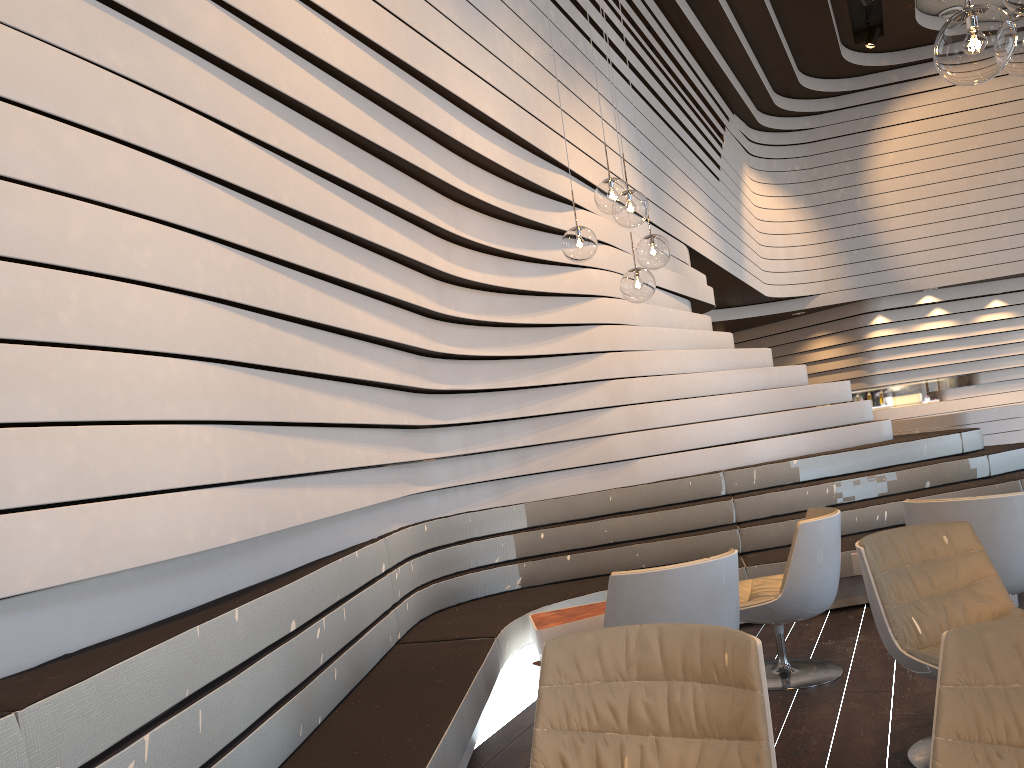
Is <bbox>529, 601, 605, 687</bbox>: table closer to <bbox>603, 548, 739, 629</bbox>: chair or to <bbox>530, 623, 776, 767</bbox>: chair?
<bbox>603, 548, 739, 629</bbox>: chair

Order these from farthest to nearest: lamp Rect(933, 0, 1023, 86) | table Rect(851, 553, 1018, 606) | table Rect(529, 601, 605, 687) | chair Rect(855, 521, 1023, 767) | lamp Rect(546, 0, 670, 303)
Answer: table Rect(851, 553, 1018, 606) → table Rect(529, 601, 605, 687) → lamp Rect(546, 0, 670, 303) → chair Rect(855, 521, 1023, 767) → lamp Rect(933, 0, 1023, 86)

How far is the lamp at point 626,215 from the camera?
4.05m

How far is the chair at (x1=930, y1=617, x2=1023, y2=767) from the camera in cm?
169

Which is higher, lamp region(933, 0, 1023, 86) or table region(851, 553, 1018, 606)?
lamp region(933, 0, 1023, 86)

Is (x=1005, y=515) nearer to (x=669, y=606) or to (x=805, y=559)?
(x=805, y=559)

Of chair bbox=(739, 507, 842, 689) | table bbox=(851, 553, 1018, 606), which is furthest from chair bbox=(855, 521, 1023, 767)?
table bbox=(851, 553, 1018, 606)

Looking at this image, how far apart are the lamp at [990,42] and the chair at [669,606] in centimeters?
172cm

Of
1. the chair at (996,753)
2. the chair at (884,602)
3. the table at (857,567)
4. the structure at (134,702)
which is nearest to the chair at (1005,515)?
the chair at (884,602)

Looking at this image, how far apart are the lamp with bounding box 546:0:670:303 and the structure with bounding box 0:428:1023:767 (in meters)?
1.63
